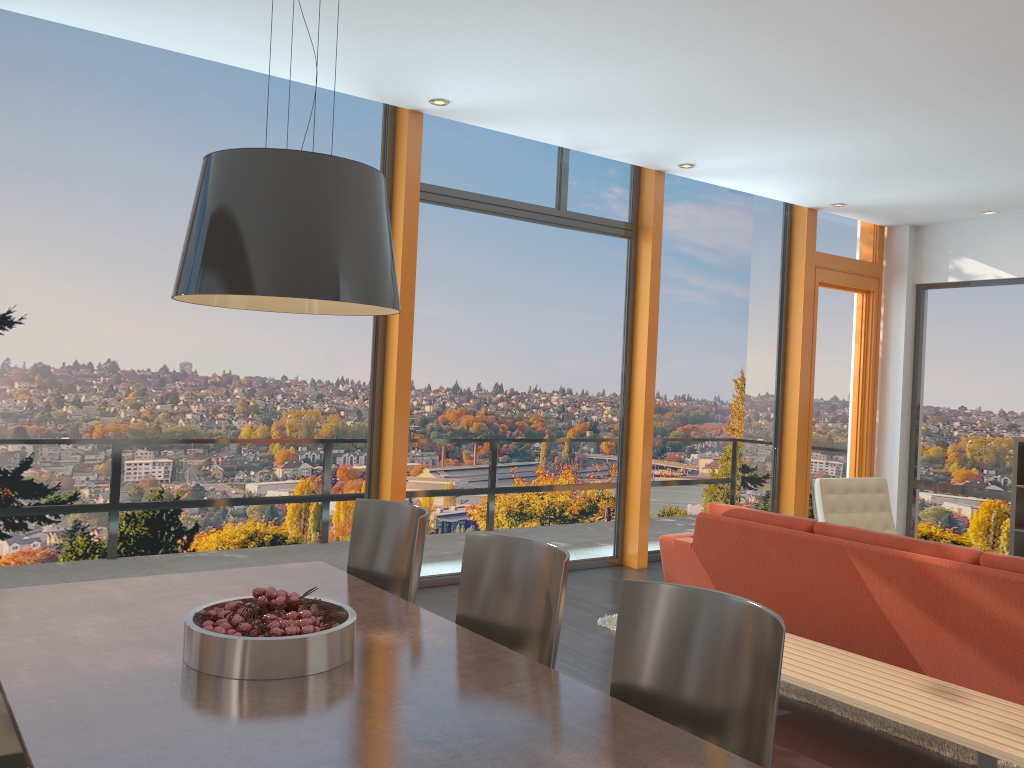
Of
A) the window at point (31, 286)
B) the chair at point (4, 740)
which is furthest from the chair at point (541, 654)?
the window at point (31, 286)

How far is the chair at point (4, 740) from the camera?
2.27m

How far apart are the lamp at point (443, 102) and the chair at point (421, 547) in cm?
306

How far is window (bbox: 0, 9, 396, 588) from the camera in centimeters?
463cm

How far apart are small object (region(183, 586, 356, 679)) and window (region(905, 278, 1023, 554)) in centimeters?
751cm

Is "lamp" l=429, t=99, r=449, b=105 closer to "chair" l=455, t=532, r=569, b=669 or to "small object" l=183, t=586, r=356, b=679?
"chair" l=455, t=532, r=569, b=669

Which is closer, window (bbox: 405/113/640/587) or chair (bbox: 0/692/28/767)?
chair (bbox: 0/692/28/767)

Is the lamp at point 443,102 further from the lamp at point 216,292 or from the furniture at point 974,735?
the furniture at point 974,735

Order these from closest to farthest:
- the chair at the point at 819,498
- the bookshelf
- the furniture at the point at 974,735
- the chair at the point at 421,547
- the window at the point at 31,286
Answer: the furniture at the point at 974,735 < the chair at the point at 421,547 < the window at the point at 31,286 < the chair at the point at 819,498 < the bookshelf

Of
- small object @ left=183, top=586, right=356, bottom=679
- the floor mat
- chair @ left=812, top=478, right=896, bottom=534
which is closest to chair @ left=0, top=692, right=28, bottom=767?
small object @ left=183, top=586, right=356, bottom=679
